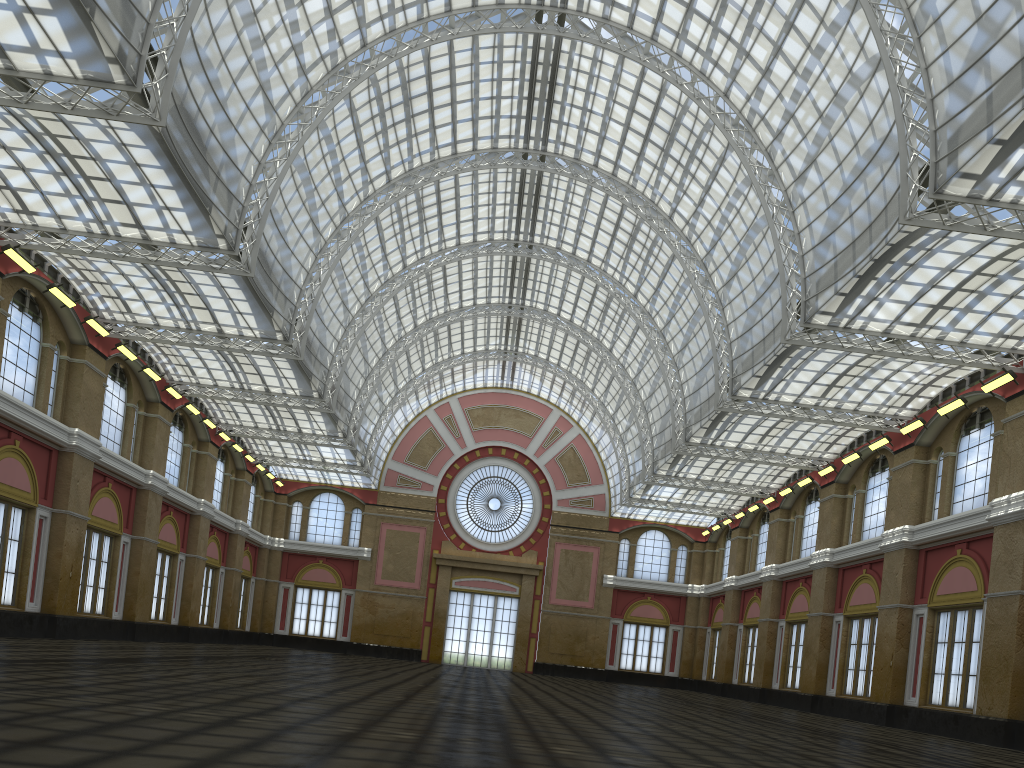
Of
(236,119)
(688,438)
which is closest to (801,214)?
(688,438)
